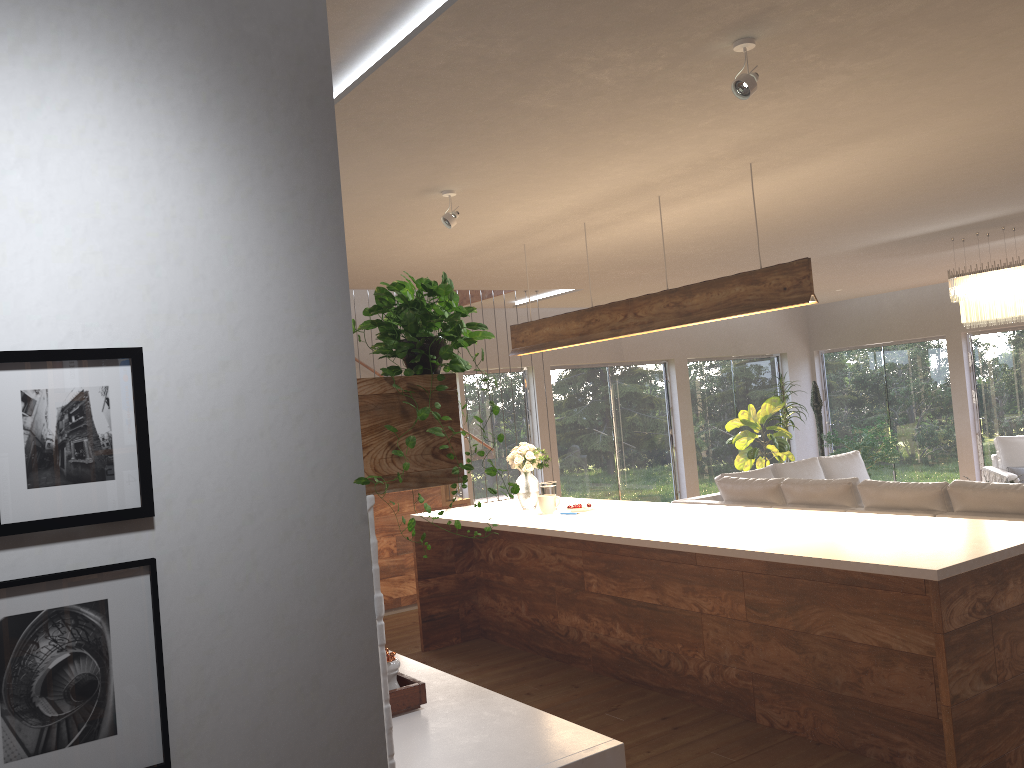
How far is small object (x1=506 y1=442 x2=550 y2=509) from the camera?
5.97m

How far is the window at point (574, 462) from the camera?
10.5m

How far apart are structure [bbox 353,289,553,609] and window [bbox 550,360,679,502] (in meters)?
2.55

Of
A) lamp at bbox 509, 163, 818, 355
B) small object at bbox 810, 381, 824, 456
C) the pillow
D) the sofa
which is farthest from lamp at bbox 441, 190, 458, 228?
small object at bbox 810, 381, 824, 456

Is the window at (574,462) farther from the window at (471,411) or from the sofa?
the sofa

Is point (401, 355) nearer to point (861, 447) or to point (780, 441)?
point (780, 441)

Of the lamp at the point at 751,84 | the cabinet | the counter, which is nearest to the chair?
the cabinet

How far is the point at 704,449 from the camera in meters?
11.7 m

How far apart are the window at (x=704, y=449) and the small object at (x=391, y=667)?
9.41m

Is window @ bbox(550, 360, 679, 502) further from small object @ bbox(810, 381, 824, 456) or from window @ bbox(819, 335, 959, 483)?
window @ bbox(819, 335, 959, 483)
